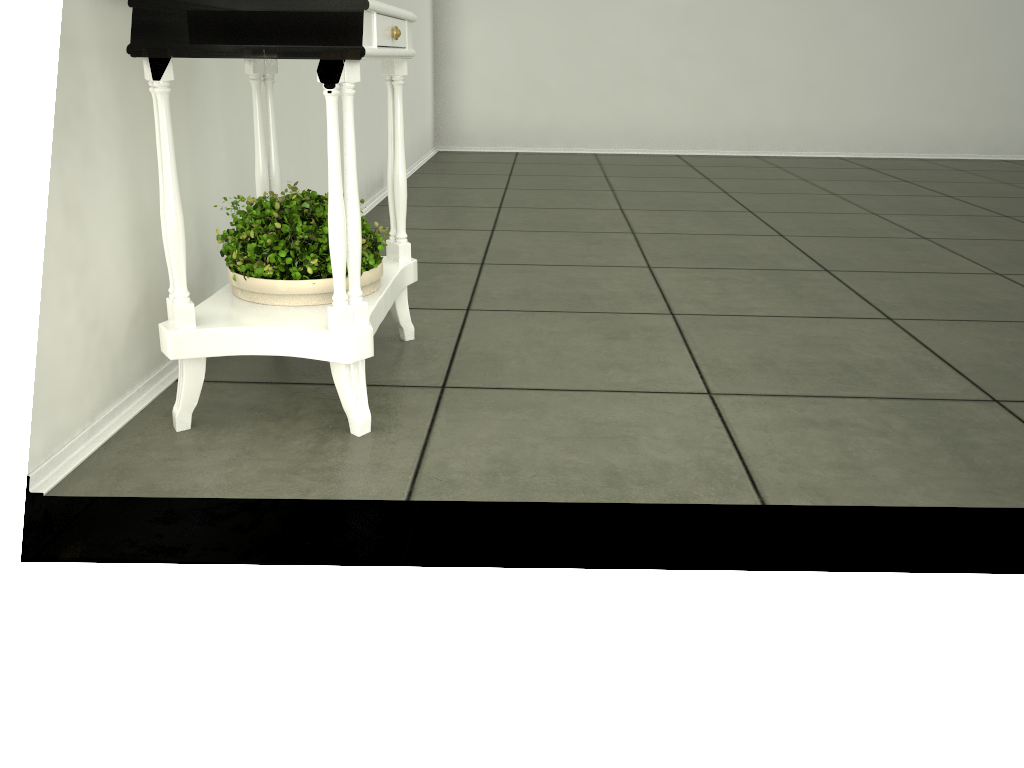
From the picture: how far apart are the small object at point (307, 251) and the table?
0.01m

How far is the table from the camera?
1.5m

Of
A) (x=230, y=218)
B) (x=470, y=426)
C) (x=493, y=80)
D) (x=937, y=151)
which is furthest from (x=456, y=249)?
(x=937, y=151)

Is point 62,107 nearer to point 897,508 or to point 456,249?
point 897,508

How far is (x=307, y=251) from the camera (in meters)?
1.77

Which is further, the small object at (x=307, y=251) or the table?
the small object at (x=307, y=251)

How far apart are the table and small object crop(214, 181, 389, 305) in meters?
0.0

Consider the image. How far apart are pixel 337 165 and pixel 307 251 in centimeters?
28cm

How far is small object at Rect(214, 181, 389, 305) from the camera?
1.8m

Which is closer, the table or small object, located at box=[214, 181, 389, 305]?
the table
